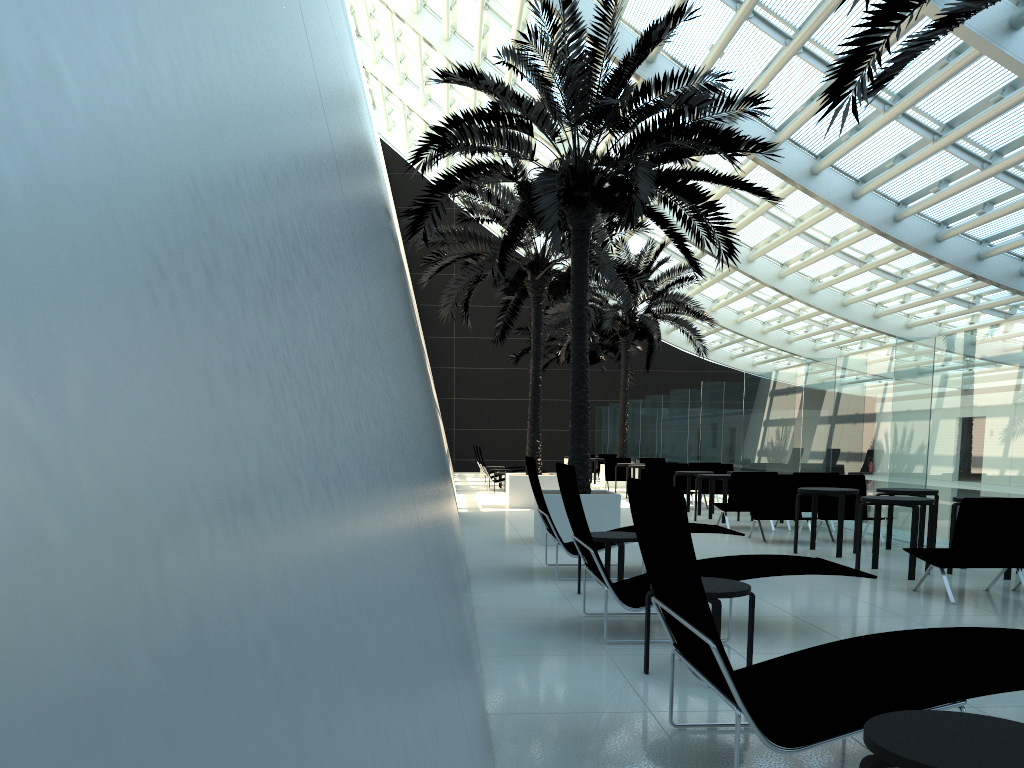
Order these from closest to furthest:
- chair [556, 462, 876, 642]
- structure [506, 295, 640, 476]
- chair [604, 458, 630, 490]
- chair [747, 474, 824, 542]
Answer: chair [556, 462, 876, 642], chair [747, 474, 824, 542], chair [604, 458, 630, 490], structure [506, 295, 640, 476]

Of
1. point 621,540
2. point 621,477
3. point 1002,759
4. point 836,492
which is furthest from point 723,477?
point 1002,759

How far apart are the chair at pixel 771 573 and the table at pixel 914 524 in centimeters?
246cm

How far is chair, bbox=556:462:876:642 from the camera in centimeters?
562cm

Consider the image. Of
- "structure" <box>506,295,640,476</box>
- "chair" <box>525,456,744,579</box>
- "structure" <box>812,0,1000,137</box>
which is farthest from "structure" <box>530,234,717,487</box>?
"structure" <box>812,0,1000,137</box>

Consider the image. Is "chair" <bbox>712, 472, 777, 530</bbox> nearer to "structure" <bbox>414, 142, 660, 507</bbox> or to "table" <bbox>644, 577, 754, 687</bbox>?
"structure" <bbox>414, 142, 660, 507</bbox>

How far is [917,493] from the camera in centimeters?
1002cm

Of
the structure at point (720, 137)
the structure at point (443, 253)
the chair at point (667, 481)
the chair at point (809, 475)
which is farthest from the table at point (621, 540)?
the chair at point (667, 481)

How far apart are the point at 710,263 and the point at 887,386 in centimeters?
1513cm

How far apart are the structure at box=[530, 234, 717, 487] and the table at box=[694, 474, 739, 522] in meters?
9.1 m
